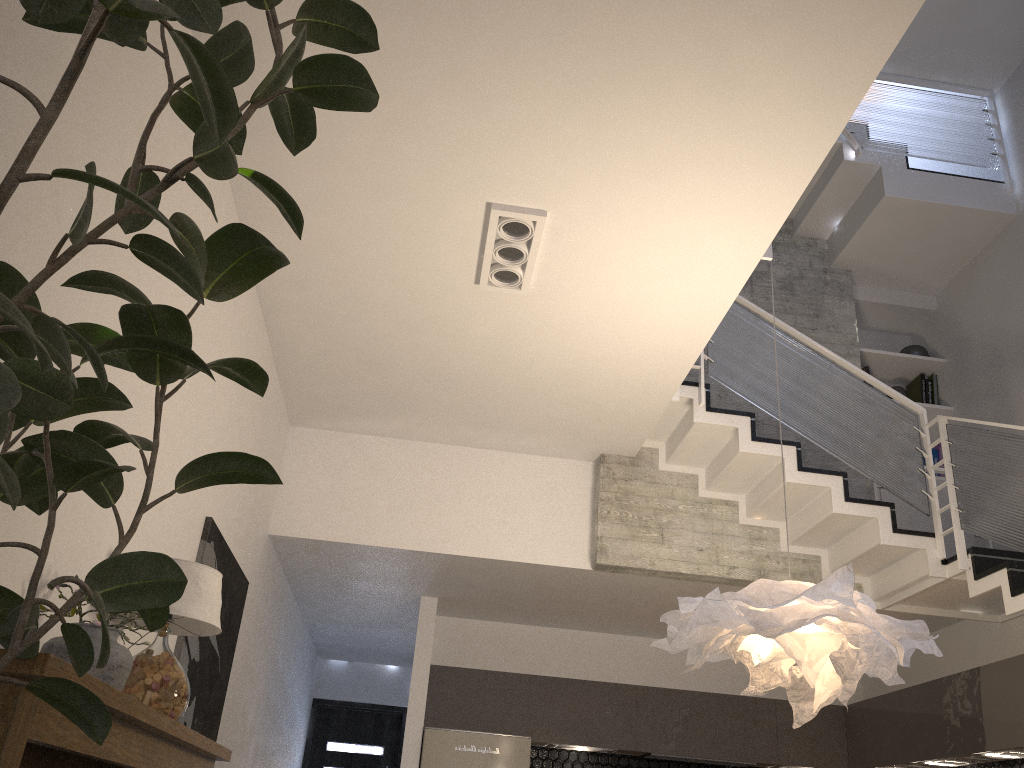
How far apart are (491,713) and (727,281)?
4.3 meters

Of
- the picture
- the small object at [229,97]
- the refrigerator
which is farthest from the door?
the small object at [229,97]

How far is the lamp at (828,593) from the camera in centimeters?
320cm

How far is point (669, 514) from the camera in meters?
6.2

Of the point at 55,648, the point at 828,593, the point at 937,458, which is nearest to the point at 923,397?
the point at 937,458

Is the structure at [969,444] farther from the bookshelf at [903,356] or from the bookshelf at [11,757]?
the bookshelf at [11,757]

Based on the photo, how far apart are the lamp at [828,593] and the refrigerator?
3.22m

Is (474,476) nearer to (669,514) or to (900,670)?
(669,514)

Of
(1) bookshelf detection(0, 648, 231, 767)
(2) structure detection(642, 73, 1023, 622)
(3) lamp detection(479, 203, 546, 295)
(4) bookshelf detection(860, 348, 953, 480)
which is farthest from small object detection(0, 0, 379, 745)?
(4) bookshelf detection(860, 348, 953, 480)

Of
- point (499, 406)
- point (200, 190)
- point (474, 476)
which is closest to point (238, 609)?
point (474, 476)
